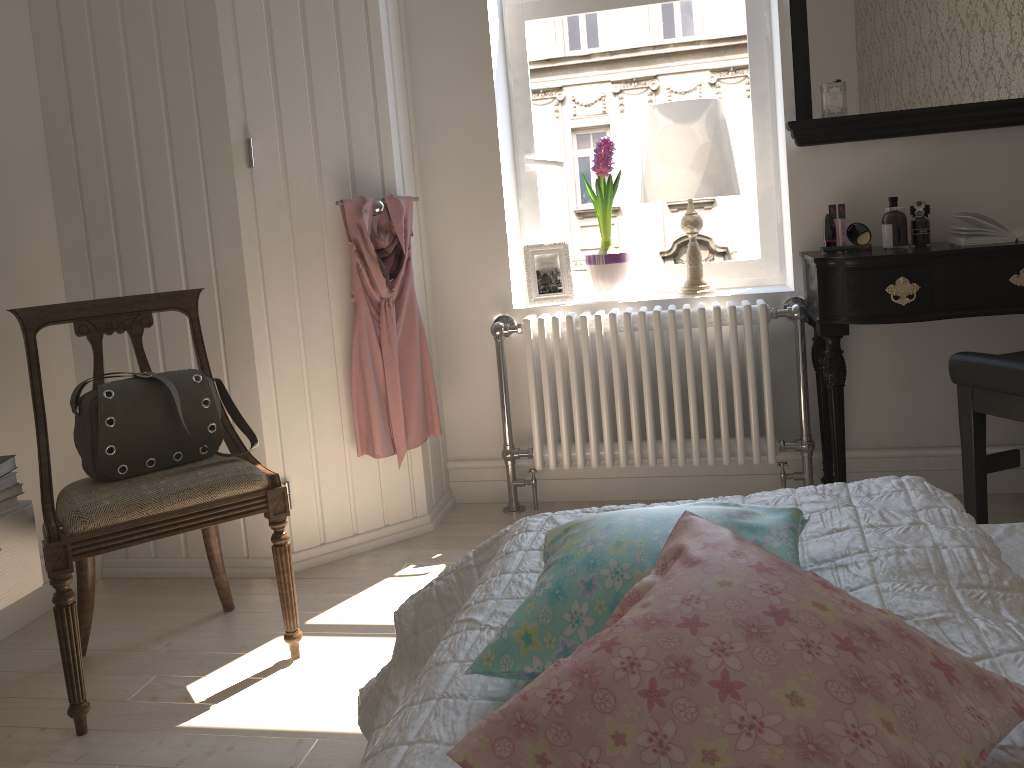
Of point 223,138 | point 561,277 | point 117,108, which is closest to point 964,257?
point 561,277

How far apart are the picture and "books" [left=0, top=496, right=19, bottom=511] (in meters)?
1.70

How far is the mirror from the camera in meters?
2.6 m

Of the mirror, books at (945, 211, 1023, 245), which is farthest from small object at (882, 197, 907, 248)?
the mirror

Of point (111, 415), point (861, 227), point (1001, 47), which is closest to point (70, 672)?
point (111, 415)

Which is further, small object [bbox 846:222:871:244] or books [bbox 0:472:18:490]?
small object [bbox 846:222:871:244]

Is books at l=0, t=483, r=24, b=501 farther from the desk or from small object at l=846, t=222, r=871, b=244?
small object at l=846, t=222, r=871, b=244

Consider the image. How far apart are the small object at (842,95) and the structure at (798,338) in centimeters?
59cm

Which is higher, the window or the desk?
the window

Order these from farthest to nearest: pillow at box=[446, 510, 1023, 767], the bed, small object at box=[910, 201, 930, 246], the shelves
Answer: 1. small object at box=[910, 201, 930, 246]
2. the shelves
3. the bed
4. pillow at box=[446, 510, 1023, 767]
